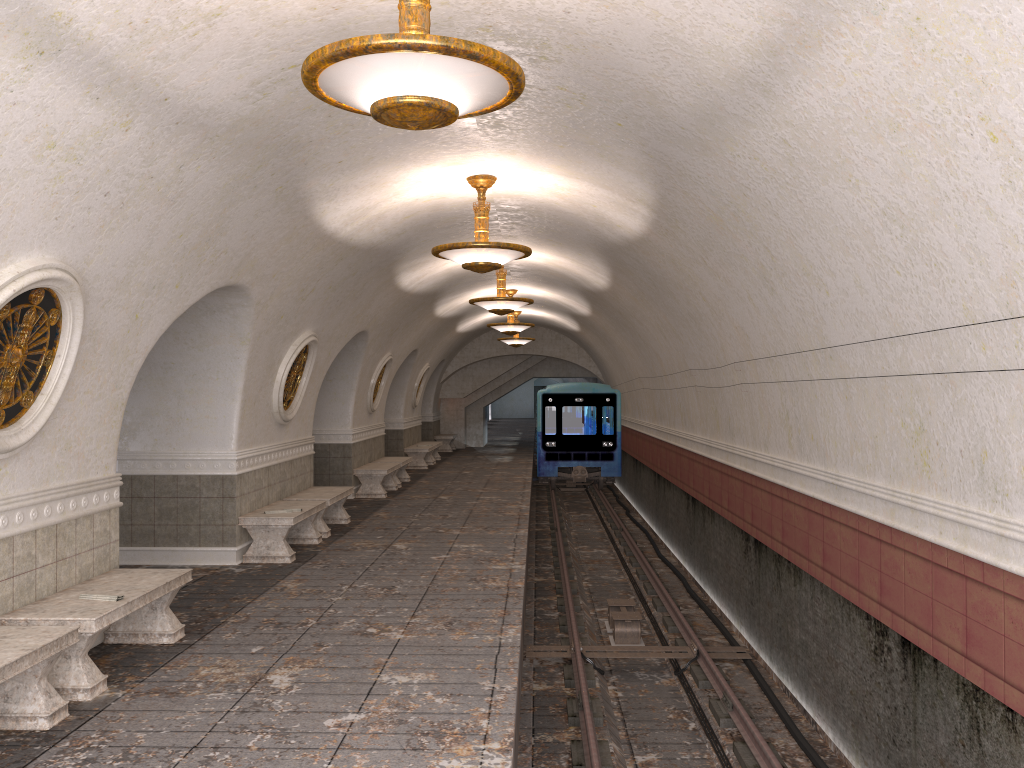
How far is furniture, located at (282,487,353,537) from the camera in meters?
11.4

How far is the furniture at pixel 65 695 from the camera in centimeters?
534cm

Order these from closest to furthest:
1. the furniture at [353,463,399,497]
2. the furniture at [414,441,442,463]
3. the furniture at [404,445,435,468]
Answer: the furniture at [353,463,399,497] < the furniture at [404,445,435,468] < the furniture at [414,441,442,463]

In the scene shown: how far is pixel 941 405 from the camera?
4.9 meters

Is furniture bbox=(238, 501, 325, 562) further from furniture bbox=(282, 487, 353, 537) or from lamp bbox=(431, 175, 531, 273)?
lamp bbox=(431, 175, 531, 273)

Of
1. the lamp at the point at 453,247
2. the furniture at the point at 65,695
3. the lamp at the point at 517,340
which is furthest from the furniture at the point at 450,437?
the furniture at the point at 65,695

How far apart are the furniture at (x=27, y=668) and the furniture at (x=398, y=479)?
12.3 meters

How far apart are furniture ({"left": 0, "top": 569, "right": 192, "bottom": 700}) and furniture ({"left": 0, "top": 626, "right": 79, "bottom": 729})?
0.2m

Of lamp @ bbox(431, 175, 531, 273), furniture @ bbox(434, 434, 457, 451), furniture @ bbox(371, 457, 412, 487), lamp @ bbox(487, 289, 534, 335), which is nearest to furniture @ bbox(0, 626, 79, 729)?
lamp @ bbox(431, 175, 531, 273)

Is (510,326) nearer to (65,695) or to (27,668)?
(65,695)
